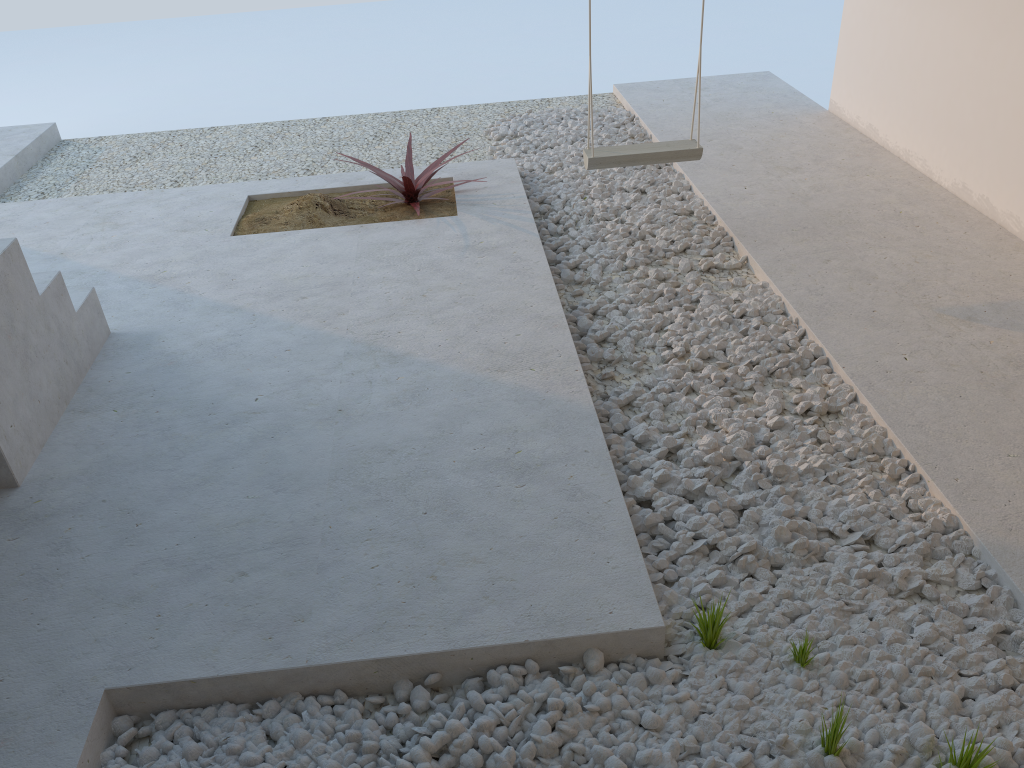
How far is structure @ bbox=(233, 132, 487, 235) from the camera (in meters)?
4.10

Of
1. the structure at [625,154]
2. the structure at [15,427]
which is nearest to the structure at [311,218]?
the structure at [625,154]

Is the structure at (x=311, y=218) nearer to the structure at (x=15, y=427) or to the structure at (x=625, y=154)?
the structure at (x=625, y=154)

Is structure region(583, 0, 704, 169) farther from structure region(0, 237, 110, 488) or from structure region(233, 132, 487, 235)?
structure region(0, 237, 110, 488)

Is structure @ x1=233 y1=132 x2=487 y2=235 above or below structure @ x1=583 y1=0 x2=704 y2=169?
below

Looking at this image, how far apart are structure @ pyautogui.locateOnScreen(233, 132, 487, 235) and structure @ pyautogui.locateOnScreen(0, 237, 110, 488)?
1.0 meters

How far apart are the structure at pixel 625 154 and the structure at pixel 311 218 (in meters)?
0.80

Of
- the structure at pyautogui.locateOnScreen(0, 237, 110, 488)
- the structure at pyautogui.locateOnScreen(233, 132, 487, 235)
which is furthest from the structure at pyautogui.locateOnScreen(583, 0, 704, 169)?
the structure at pyautogui.locateOnScreen(0, 237, 110, 488)

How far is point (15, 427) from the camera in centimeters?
247cm

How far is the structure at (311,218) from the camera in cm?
410
